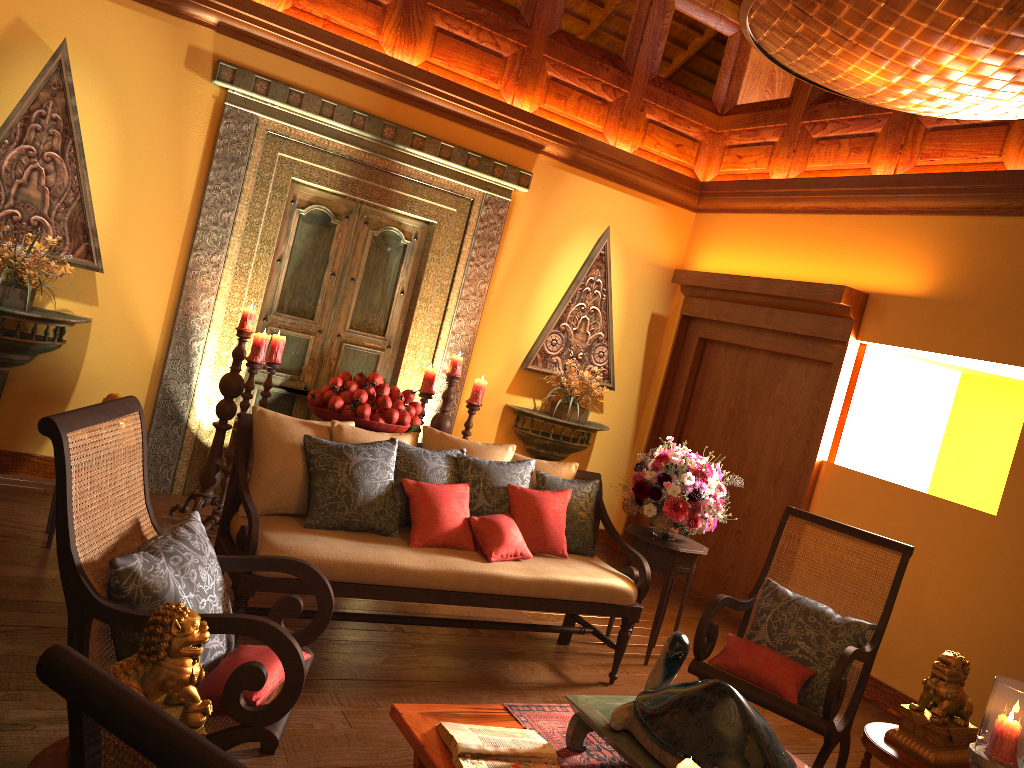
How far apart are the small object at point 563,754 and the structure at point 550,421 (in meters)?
3.42

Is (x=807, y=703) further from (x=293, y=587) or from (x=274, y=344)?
(x=274, y=344)

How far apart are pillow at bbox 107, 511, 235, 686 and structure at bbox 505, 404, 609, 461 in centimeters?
364cm

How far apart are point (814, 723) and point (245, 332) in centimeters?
327cm

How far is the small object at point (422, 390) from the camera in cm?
534

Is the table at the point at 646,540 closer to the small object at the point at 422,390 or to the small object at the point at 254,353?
the small object at the point at 422,390

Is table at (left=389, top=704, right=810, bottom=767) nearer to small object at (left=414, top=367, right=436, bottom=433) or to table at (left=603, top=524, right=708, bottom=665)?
table at (left=603, top=524, right=708, bottom=665)

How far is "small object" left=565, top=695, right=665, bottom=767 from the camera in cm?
222

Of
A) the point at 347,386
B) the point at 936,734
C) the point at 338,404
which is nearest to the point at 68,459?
the point at 338,404

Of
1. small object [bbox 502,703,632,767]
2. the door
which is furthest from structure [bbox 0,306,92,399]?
small object [bbox 502,703,632,767]
